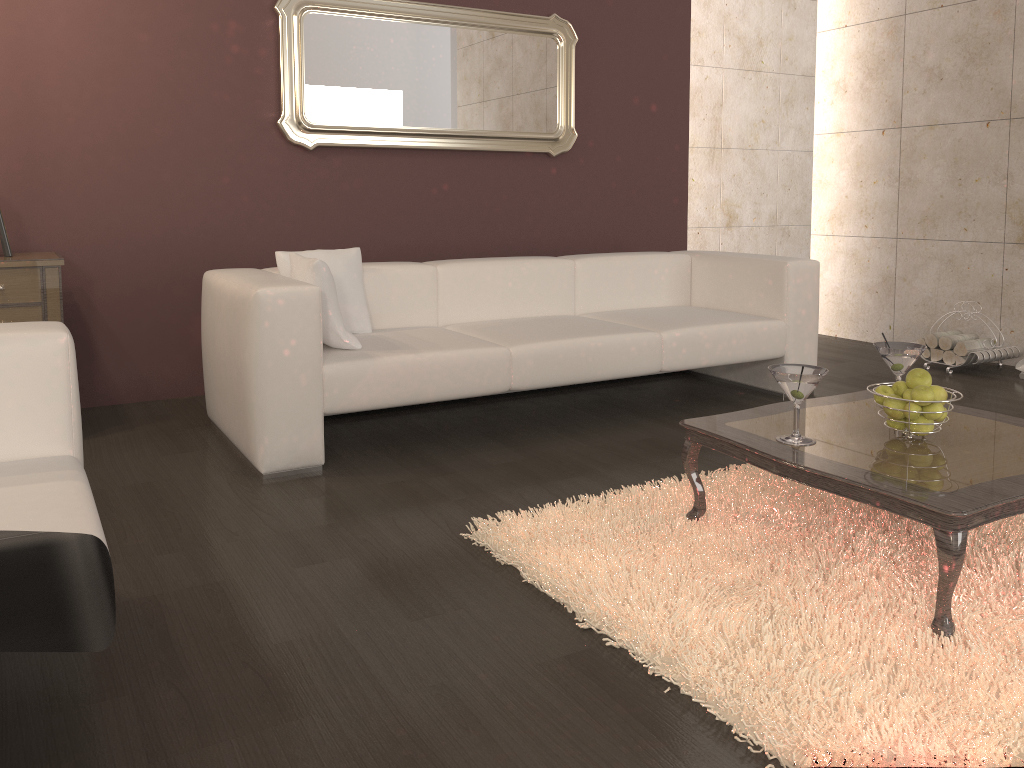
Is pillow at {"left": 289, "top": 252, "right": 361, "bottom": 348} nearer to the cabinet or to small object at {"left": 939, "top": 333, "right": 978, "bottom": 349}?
the cabinet

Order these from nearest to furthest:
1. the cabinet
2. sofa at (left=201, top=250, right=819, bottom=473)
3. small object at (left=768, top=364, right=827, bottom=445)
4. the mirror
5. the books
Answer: small object at (left=768, top=364, right=827, bottom=445), sofa at (left=201, top=250, right=819, bottom=473), the cabinet, the books, the mirror

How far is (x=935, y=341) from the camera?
4.9 meters

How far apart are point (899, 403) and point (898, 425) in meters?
0.1 m

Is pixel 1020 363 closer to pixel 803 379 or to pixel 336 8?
pixel 803 379

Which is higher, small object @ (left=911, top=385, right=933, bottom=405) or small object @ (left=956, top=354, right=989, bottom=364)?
small object @ (left=911, top=385, right=933, bottom=405)

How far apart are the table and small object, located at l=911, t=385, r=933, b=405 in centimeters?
13cm

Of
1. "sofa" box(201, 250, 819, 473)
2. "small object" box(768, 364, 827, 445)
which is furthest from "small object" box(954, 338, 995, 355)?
"small object" box(768, 364, 827, 445)

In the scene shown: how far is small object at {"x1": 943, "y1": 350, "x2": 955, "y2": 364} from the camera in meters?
4.8 m

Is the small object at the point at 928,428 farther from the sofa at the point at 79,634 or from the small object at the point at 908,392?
the sofa at the point at 79,634
